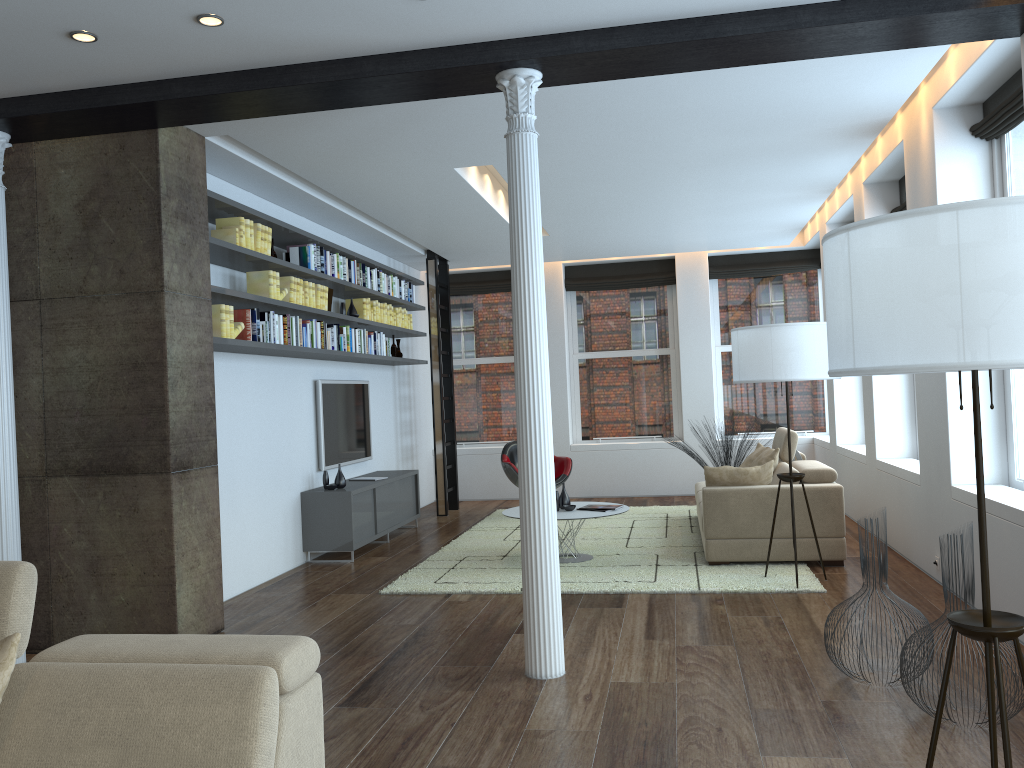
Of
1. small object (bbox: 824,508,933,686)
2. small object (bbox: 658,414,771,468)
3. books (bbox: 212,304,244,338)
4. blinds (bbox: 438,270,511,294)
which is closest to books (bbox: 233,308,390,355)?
books (bbox: 212,304,244,338)

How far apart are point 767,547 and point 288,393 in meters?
4.0

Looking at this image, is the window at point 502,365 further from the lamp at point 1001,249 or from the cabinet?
the lamp at point 1001,249

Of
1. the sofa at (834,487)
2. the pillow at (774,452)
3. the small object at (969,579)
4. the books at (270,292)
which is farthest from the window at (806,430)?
the small object at (969,579)

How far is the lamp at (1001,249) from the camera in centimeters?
191cm

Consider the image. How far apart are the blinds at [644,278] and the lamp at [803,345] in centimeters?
544cm

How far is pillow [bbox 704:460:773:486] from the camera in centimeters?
661cm

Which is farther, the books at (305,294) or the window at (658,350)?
the window at (658,350)

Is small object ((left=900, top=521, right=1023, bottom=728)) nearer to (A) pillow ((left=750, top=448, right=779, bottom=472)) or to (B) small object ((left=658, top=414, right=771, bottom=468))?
(A) pillow ((left=750, top=448, right=779, bottom=472))

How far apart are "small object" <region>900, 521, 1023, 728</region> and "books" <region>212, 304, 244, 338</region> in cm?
423
